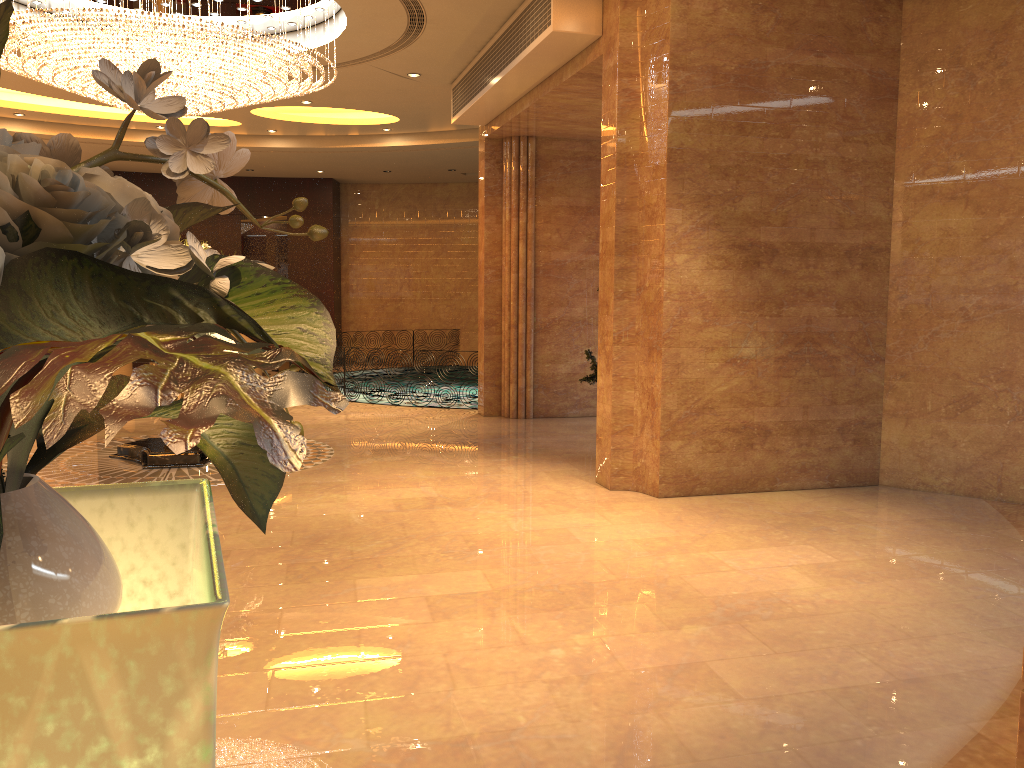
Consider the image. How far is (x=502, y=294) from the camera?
11.4m

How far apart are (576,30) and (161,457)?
5.19m

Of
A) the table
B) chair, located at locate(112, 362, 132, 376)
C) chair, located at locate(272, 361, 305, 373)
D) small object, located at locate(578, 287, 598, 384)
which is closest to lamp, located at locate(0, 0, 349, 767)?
the table

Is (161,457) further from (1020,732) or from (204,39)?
(1020,732)

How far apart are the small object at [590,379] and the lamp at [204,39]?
3.73m

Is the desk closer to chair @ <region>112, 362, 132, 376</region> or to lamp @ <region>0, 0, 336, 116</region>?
lamp @ <region>0, 0, 336, 116</region>

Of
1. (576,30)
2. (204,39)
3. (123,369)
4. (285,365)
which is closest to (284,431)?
(576,30)

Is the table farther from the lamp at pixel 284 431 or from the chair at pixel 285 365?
the chair at pixel 285 365

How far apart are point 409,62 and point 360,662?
7.8 meters

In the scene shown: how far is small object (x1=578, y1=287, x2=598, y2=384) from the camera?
8.7m
